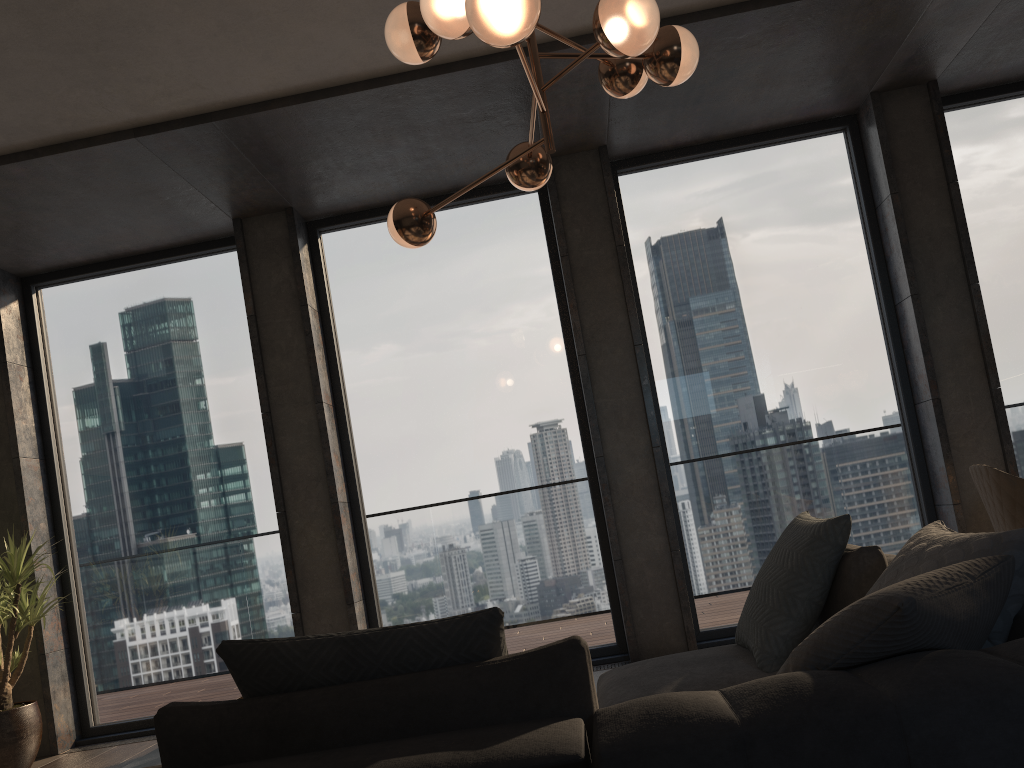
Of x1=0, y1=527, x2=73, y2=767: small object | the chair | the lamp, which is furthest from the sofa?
x1=0, y1=527, x2=73, y2=767: small object

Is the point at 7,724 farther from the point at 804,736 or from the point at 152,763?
the point at 804,736

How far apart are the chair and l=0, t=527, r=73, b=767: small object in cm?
450

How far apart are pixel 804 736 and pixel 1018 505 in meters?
2.4

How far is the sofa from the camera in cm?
119

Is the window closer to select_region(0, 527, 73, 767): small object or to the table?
select_region(0, 527, 73, 767): small object

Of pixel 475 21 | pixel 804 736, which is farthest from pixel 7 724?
pixel 804 736

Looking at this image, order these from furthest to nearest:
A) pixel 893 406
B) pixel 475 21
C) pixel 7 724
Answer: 1. pixel 893 406
2. pixel 7 724
3. pixel 475 21

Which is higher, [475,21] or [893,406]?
[475,21]

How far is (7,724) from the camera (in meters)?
4.55
